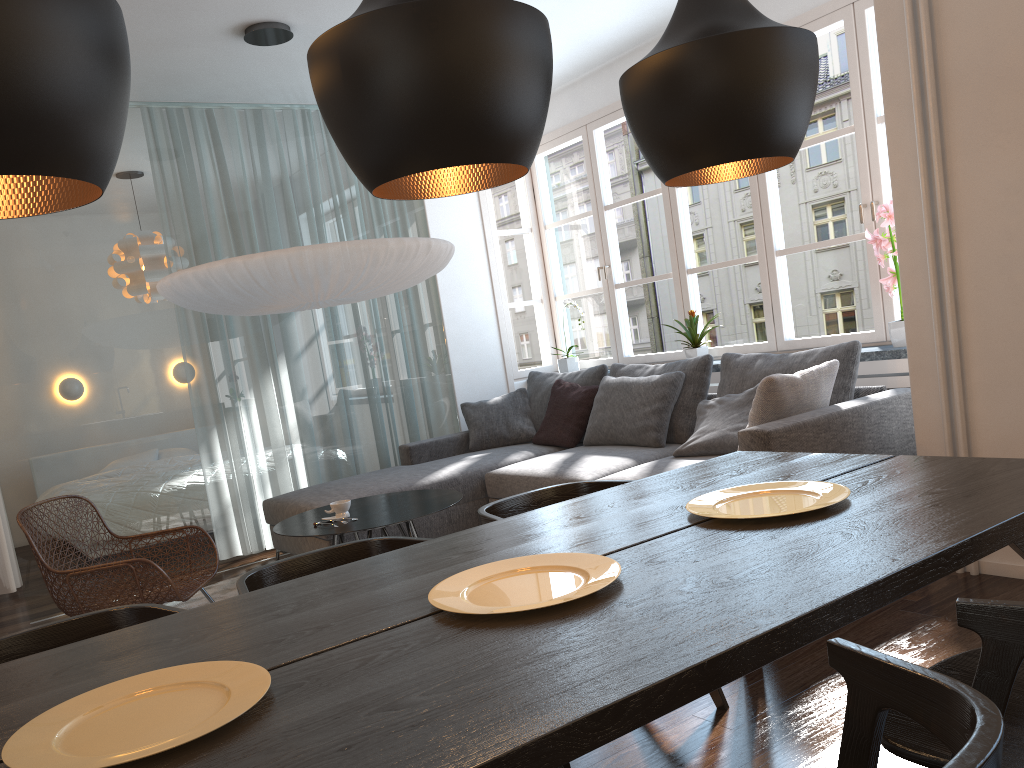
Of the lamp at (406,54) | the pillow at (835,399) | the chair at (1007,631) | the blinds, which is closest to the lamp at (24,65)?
the lamp at (406,54)

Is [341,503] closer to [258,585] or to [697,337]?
[258,585]

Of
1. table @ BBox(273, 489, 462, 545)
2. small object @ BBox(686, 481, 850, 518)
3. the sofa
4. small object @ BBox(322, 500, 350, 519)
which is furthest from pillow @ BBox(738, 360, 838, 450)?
small object @ BBox(322, 500, 350, 519)

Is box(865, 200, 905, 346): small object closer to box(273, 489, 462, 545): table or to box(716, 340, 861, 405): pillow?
box(716, 340, 861, 405): pillow

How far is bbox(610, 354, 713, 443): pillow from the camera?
4.77m

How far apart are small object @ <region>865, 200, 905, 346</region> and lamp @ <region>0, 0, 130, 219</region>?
3.70m

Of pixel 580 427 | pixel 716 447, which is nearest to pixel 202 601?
pixel 580 427

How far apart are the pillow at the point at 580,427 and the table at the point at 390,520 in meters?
1.3 m

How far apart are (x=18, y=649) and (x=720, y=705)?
1.8m

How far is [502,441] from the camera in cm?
576
